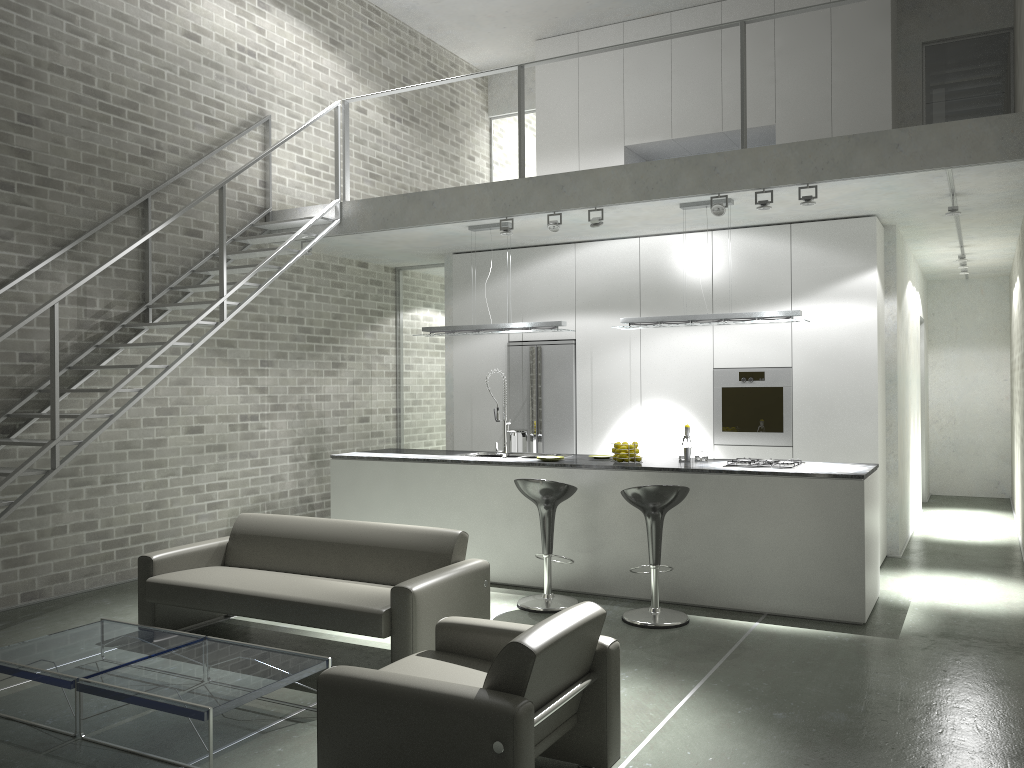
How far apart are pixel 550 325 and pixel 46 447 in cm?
389

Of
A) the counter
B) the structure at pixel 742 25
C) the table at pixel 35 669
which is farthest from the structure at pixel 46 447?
the counter

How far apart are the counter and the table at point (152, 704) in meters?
2.8

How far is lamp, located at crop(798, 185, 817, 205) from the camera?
6.3m

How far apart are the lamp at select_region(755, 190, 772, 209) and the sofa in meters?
3.2 m

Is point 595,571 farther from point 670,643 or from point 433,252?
point 433,252

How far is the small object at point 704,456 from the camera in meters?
6.9 m

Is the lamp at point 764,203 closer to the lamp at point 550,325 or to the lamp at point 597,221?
the lamp at point 597,221

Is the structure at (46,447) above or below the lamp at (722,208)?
below

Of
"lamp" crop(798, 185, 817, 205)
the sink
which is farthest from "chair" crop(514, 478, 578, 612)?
"lamp" crop(798, 185, 817, 205)
